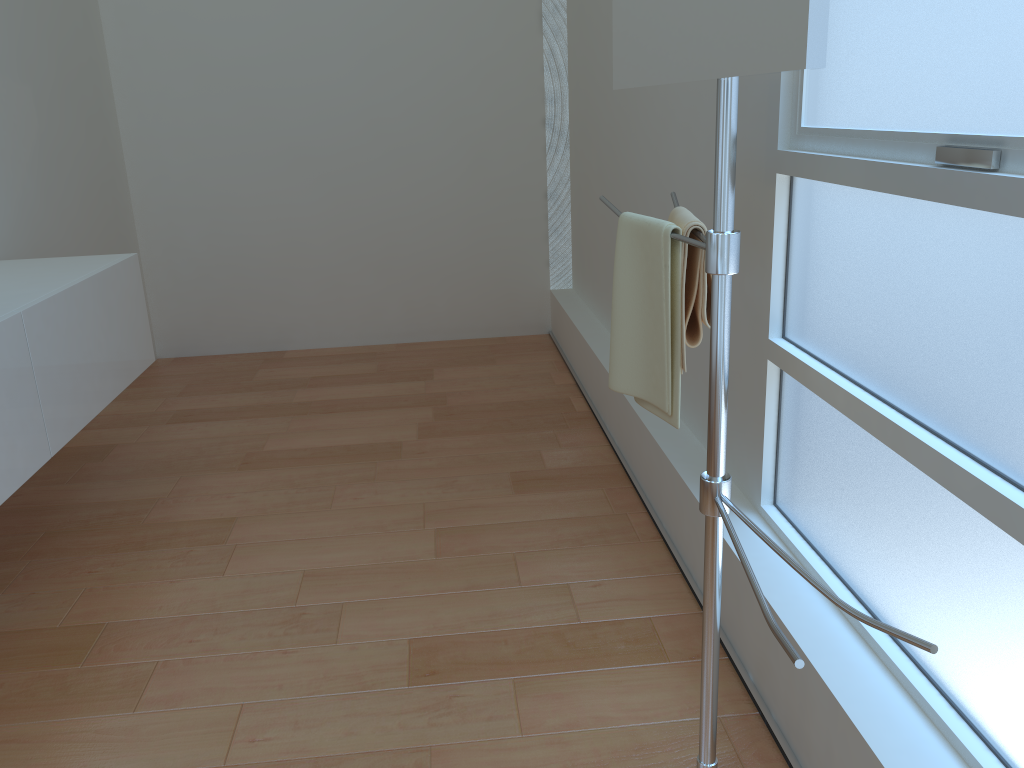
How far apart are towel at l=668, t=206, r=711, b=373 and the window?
0.2m

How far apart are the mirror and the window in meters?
0.4

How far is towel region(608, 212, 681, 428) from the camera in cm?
150

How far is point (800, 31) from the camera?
0.9 meters

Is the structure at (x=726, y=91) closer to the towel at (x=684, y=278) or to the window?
the towel at (x=684, y=278)

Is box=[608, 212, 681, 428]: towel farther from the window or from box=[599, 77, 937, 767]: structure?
the window

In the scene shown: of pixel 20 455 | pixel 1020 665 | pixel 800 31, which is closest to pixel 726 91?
pixel 800 31

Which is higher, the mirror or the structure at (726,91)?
the mirror

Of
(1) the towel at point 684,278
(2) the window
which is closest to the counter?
(1) the towel at point 684,278

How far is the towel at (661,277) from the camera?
1.5m
